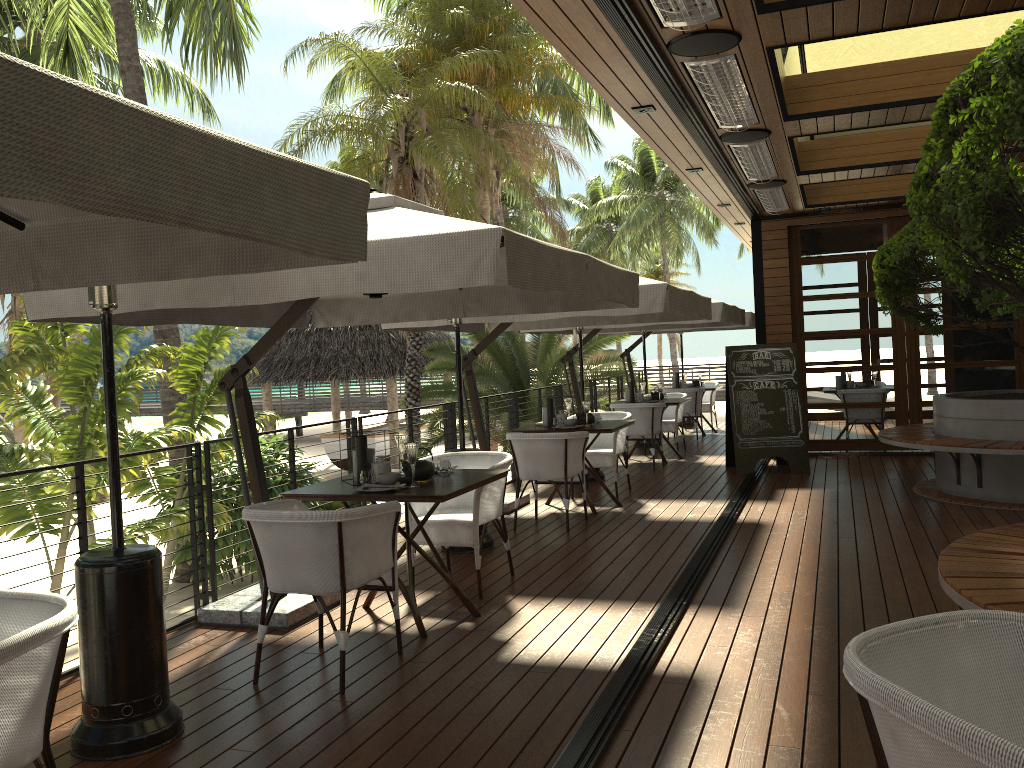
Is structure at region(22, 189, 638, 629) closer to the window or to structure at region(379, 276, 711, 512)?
structure at region(379, 276, 711, 512)

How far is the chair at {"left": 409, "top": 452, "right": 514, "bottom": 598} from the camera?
5.16m

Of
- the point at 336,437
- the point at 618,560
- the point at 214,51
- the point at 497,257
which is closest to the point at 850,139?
the point at 618,560

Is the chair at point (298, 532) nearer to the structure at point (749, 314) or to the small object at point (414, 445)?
the small object at point (414, 445)

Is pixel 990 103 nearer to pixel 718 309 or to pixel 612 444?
pixel 612 444

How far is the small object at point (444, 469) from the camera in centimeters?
493cm

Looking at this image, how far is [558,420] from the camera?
7.78m

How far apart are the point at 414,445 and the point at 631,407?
5.98m

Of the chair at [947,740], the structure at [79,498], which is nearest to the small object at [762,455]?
the structure at [79,498]

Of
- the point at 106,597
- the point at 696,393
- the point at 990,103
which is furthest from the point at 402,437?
the point at 696,393
